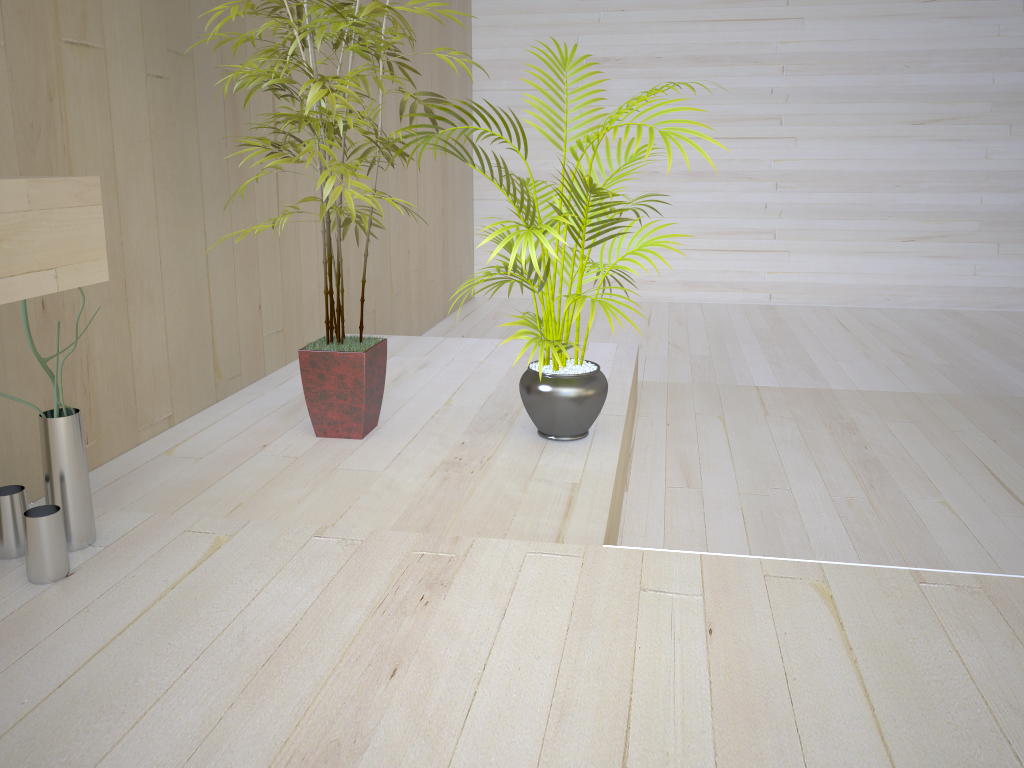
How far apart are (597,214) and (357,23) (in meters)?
0.80

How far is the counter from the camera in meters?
1.3 m

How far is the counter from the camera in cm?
128

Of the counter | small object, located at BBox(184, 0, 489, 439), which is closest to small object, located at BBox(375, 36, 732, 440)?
small object, located at BBox(184, 0, 489, 439)

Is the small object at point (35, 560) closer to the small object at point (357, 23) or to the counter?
the counter

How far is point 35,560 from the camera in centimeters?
171cm

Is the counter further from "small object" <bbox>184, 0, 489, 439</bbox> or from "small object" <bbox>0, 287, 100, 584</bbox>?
"small object" <bbox>184, 0, 489, 439</bbox>

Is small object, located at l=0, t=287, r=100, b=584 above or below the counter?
below

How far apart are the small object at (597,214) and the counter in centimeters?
98cm

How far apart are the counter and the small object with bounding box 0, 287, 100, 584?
0.4m
